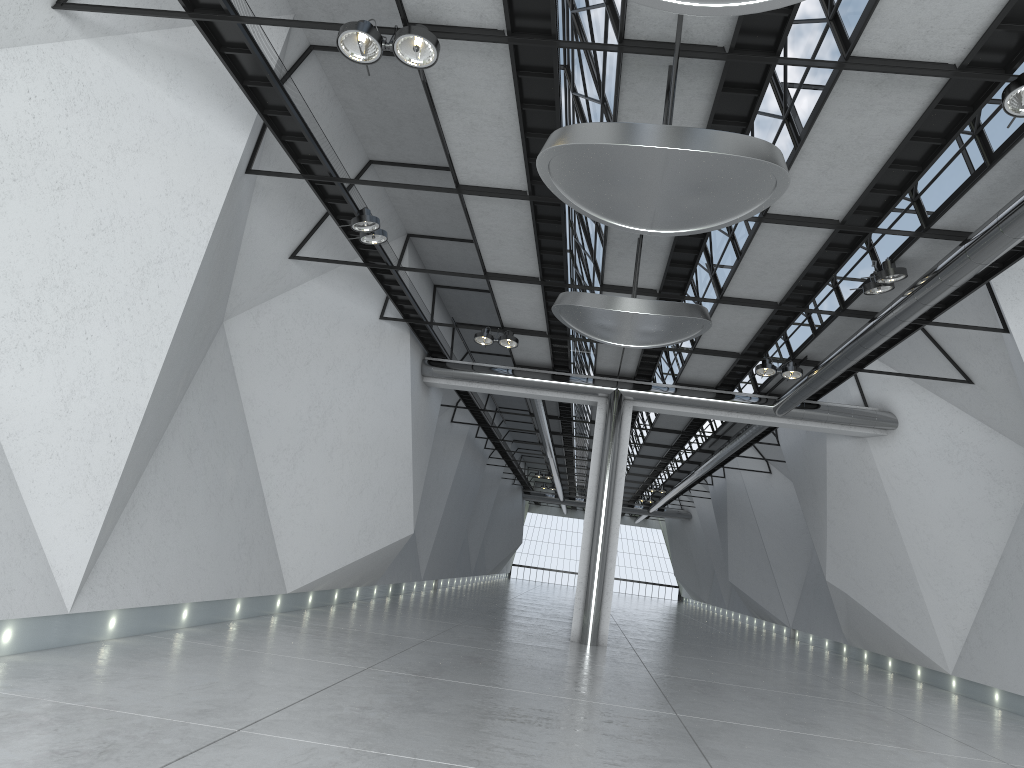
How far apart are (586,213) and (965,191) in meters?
22.8
